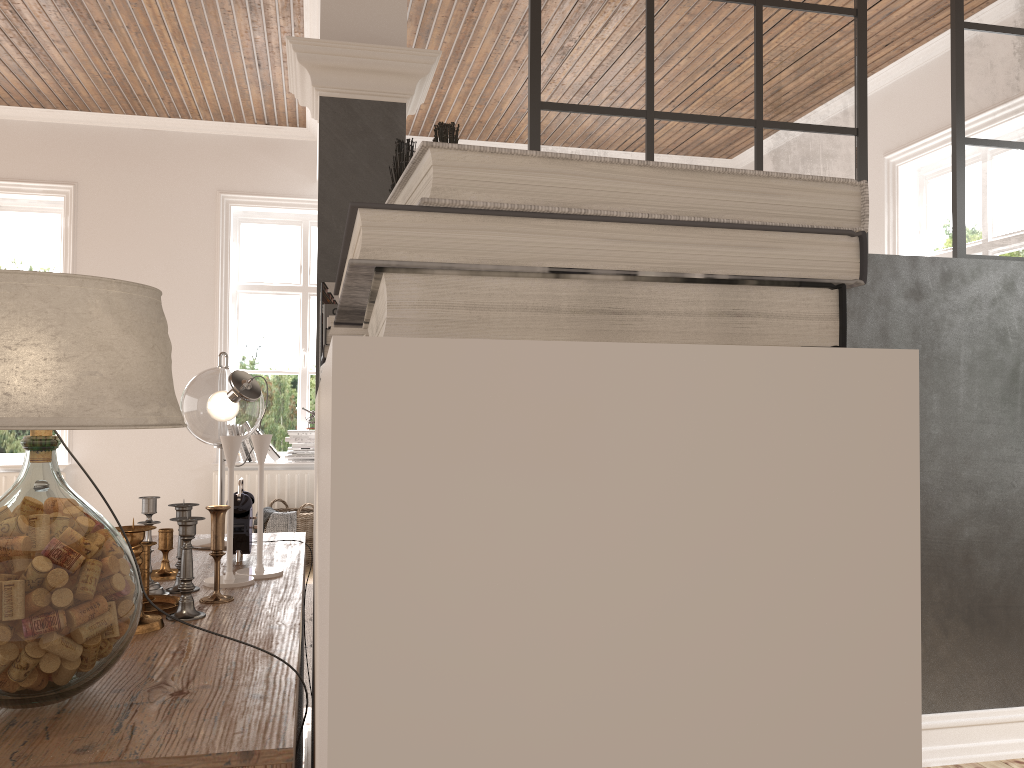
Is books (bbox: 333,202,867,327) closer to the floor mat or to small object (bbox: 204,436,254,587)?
small object (bbox: 204,436,254,587)

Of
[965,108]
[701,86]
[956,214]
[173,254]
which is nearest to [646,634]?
[701,86]

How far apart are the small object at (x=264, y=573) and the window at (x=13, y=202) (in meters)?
5.44

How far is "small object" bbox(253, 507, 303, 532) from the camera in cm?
584

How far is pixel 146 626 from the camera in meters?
1.2 m

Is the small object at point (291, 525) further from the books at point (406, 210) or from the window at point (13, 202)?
the books at point (406, 210)

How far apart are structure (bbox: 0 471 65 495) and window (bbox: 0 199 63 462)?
0.3m

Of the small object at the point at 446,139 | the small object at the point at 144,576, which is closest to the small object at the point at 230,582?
the small object at the point at 144,576

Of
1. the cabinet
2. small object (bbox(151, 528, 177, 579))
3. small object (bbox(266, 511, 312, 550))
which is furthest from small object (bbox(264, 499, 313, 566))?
small object (bbox(151, 528, 177, 579))

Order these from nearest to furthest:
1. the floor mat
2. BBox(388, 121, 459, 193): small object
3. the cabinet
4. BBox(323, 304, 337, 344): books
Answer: the cabinet → BBox(388, 121, 459, 193): small object → BBox(323, 304, 337, 344): books → the floor mat
